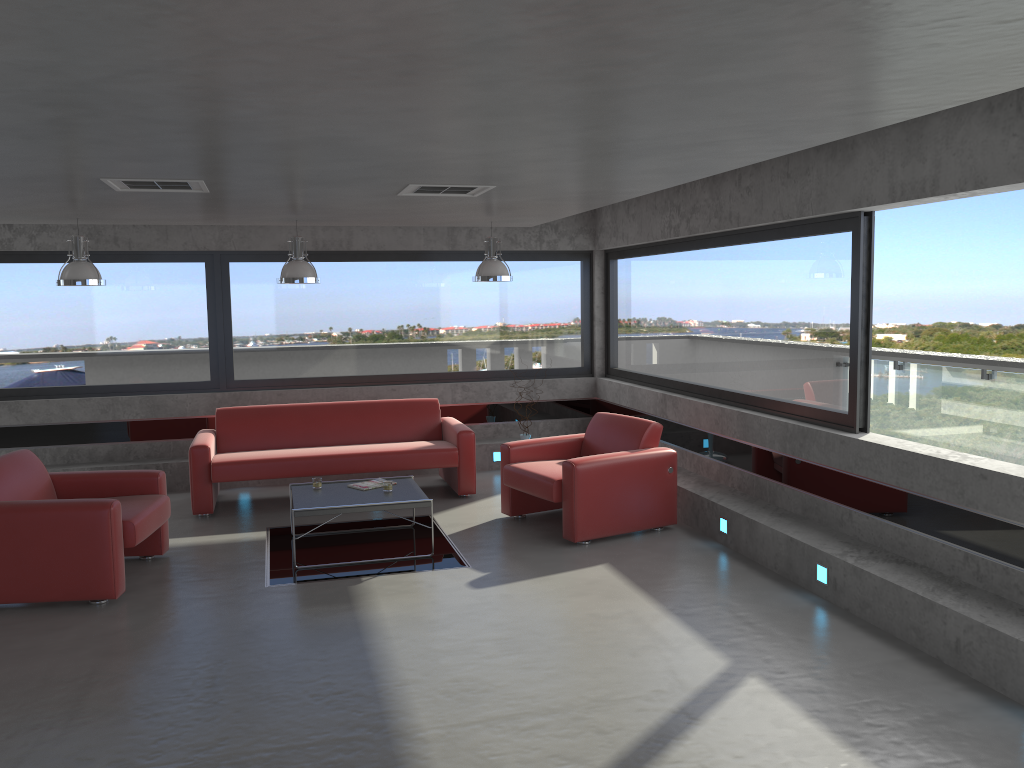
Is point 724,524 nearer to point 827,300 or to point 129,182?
point 827,300

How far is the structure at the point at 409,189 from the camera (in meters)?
5.87

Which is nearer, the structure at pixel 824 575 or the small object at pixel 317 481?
the structure at pixel 824 575

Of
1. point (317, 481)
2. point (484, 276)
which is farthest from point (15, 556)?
point (484, 276)

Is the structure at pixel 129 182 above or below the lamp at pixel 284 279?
above

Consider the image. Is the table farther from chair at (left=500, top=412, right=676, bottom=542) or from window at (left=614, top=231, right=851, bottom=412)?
window at (left=614, top=231, right=851, bottom=412)

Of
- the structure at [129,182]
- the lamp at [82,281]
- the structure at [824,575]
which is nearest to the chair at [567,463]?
the structure at [824,575]

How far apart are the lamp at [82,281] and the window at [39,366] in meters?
1.7

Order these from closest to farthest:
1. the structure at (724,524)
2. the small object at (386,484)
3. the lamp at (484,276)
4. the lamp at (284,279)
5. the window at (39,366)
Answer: the structure at (724,524) → the small object at (386,484) → the lamp at (284,279) → the lamp at (484,276) → the window at (39,366)

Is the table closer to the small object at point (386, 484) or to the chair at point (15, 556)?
the small object at point (386, 484)
